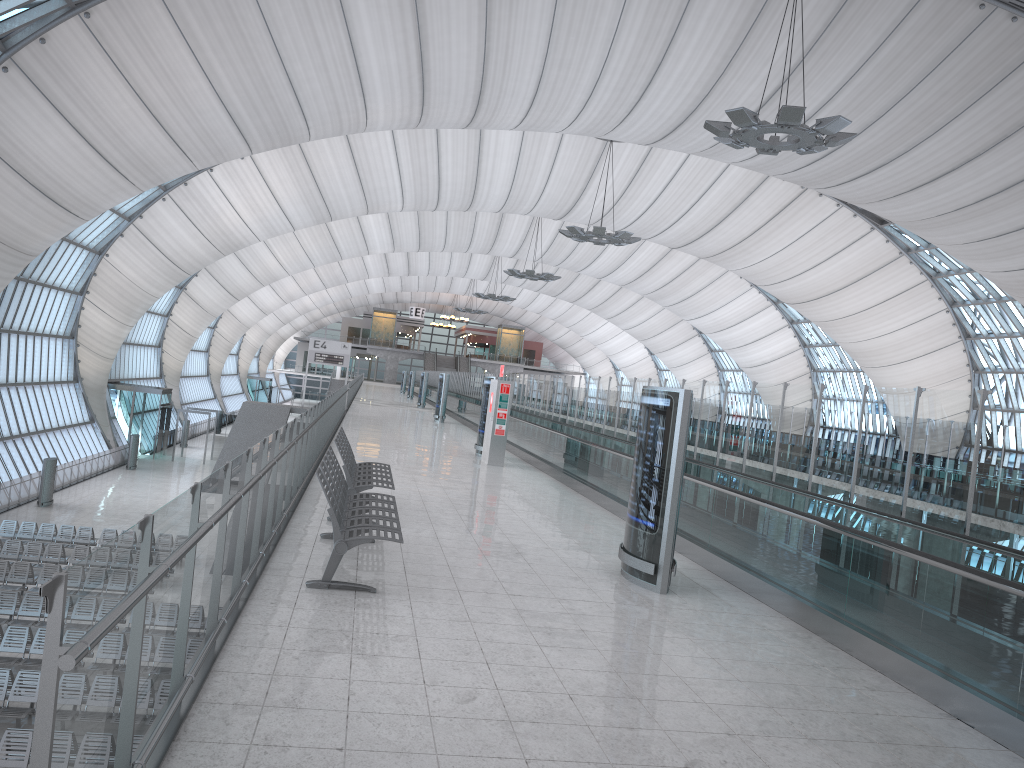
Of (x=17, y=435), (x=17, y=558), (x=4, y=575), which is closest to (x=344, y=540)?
(x=4, y=575)

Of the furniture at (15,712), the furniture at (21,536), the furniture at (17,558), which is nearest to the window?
the furniture at (21,536)

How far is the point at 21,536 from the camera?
26.48m

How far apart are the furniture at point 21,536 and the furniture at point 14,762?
14.26m

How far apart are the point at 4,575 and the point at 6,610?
2.89m

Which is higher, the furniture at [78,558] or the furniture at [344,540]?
the furniture at [344,540]

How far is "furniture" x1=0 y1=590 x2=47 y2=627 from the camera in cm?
1933

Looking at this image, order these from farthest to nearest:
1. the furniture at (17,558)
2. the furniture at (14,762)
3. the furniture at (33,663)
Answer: the furniture at (17,558)
the furniture at (33,663)
the furniture at (14,762)

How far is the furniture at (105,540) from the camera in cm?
2689

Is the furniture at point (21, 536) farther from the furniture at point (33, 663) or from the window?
the furniture at point (33, 663)
